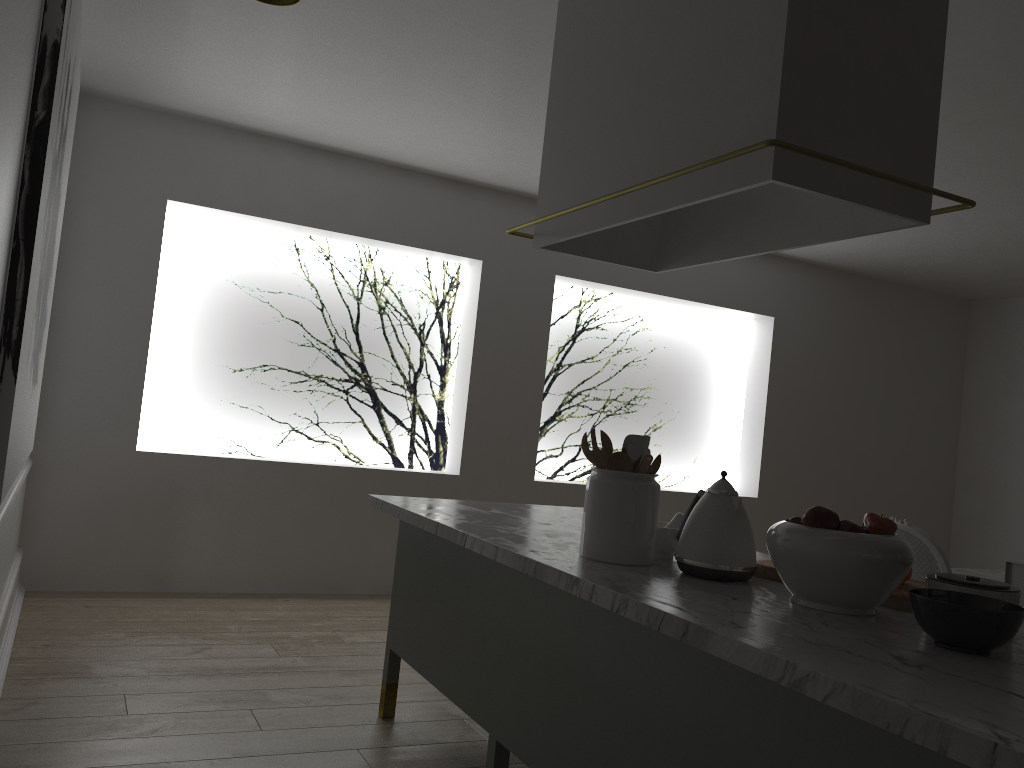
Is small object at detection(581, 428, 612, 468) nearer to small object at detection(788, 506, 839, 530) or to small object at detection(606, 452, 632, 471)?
small object at detection(606, 452, 632, 471)

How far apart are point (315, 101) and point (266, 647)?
2.4 meters

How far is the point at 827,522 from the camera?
1.7 meters

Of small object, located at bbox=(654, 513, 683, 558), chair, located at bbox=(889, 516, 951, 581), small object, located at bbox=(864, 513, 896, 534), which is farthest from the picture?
chair, located at bbox=(889, 516, 951, 581)

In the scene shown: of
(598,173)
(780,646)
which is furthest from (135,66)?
(780,646)

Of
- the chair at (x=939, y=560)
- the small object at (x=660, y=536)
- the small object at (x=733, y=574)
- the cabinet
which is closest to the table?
the chair at (x=939, y=560)

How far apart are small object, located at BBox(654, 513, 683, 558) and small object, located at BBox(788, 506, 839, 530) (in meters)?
0.41

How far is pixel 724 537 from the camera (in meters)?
1.90

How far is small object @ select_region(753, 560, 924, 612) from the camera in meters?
1.8

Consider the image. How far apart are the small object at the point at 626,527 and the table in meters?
2.5 m
